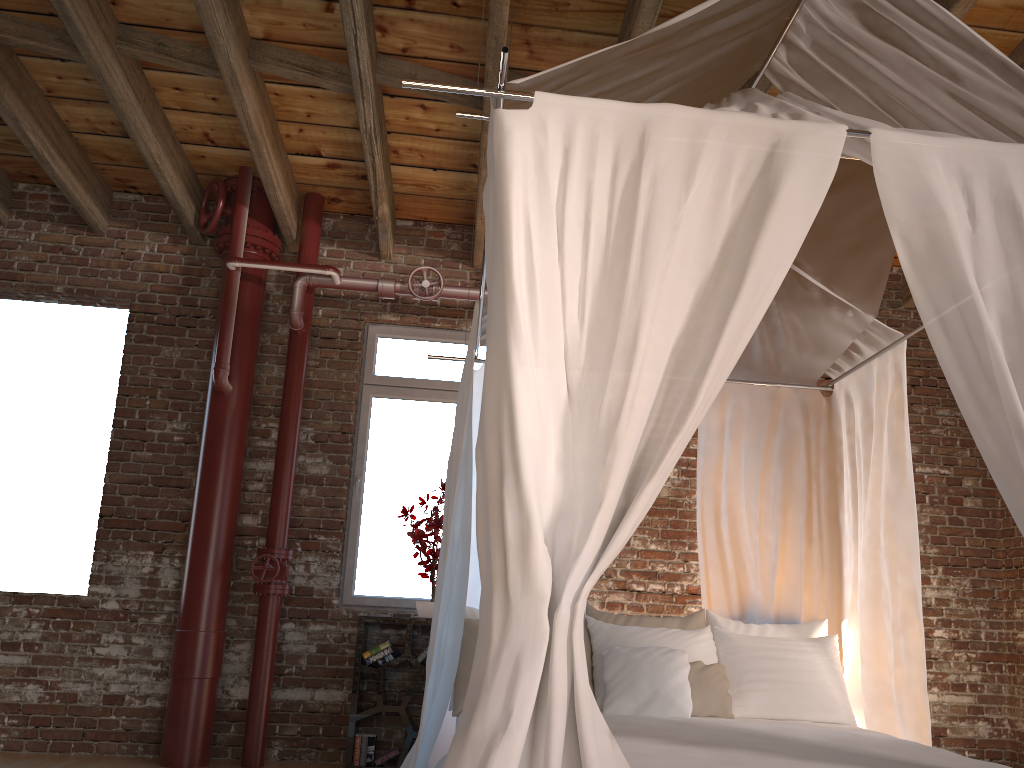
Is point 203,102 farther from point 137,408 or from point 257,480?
point 257,480

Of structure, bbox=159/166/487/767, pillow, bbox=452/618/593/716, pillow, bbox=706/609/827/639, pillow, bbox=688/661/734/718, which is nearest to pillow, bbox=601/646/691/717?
pillow, bbox=688/661/734/718

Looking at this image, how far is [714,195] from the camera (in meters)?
2.16

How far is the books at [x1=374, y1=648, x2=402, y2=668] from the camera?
4.87m

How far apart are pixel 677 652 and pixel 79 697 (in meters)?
3.47

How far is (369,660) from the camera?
4.9 meters

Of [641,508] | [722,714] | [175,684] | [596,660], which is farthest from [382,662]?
[641,508]

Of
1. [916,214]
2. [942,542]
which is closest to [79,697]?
[916,214]

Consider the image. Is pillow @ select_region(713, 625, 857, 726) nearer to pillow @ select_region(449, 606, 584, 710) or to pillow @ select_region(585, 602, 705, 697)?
pillow @ select_region(585, 602, 705, 697)

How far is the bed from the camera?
1.9 meters
